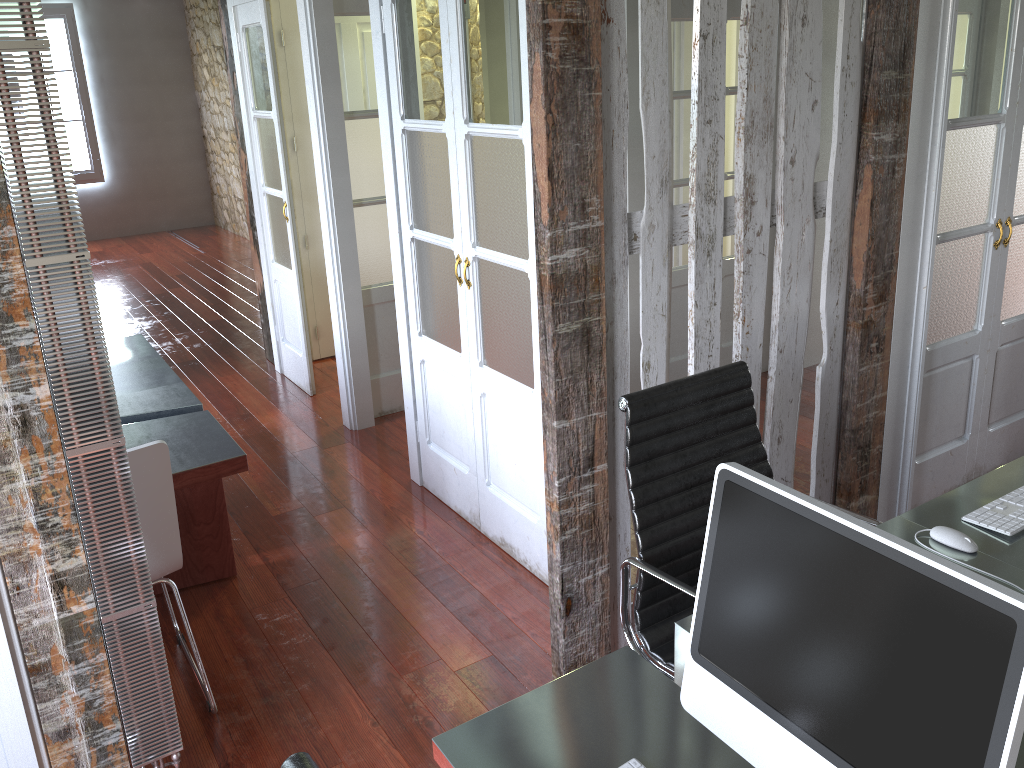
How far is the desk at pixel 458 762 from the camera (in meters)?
1.46

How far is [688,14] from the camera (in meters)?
4.23

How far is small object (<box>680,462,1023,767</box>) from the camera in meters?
1.0

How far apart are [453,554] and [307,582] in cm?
56

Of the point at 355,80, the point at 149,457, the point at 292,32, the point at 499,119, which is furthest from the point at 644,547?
the point at 292,32

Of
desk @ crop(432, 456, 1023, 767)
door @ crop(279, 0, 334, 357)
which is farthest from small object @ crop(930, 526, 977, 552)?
door @ crop(279, 0, 334, 357)

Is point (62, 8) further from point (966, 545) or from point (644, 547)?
point (966, 545)

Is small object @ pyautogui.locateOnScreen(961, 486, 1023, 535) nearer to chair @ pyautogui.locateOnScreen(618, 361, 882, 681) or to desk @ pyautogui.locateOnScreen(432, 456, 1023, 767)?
desk @ pyautogui.locateOnScreen(432, 456, 1023, 767)

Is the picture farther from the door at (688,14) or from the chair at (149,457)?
the chair at (149,457)

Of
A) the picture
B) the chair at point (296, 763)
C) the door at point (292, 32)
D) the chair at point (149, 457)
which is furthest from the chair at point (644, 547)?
the picture
